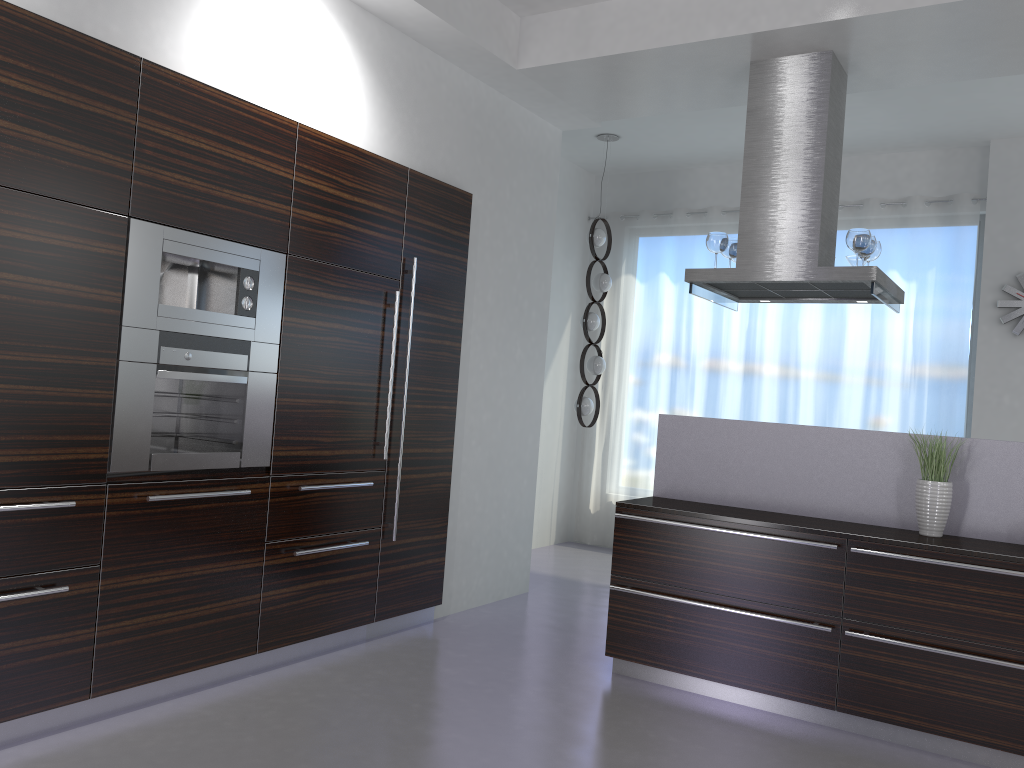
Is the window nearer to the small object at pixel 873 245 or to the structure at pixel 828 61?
the structure at pixel 828 61

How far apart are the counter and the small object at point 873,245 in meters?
1.0 m

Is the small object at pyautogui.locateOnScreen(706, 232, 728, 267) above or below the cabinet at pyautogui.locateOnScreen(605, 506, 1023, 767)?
above

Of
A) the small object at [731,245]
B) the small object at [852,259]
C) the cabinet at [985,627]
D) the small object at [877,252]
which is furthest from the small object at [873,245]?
the cabinet at [985,627]

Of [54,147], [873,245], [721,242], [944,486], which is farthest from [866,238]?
[54,147]

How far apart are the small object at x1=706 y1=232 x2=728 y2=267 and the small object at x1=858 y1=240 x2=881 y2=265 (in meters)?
0.77

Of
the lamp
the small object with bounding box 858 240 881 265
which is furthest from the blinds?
the small object with bounding box 858 240 881 265

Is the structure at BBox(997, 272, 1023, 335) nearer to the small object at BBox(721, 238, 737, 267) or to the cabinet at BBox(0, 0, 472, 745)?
the small object at BBox(721, 238, 737, 267)

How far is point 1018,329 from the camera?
6.4m

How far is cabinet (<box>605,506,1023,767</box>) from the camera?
3.5m
